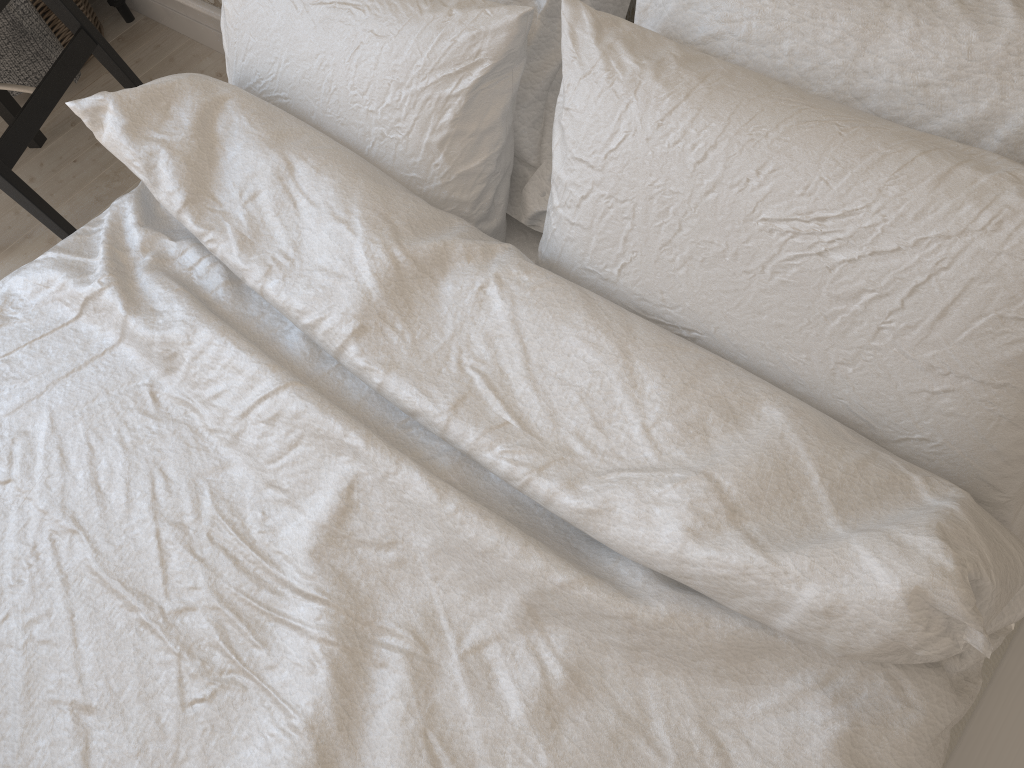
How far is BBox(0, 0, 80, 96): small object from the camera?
2.05m

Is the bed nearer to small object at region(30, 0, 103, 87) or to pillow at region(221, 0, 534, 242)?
pillow at region(221, 0, 534, 242)

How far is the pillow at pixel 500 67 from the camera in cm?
91

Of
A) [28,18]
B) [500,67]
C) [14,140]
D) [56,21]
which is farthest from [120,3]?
[500,67]

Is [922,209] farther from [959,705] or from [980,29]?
[959,705]

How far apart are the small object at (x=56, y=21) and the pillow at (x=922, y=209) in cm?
181

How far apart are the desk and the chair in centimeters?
44cm

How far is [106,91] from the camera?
1.1 meters

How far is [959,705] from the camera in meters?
0.7 m

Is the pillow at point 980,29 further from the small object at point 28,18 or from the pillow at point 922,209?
the small object at point 28,18
